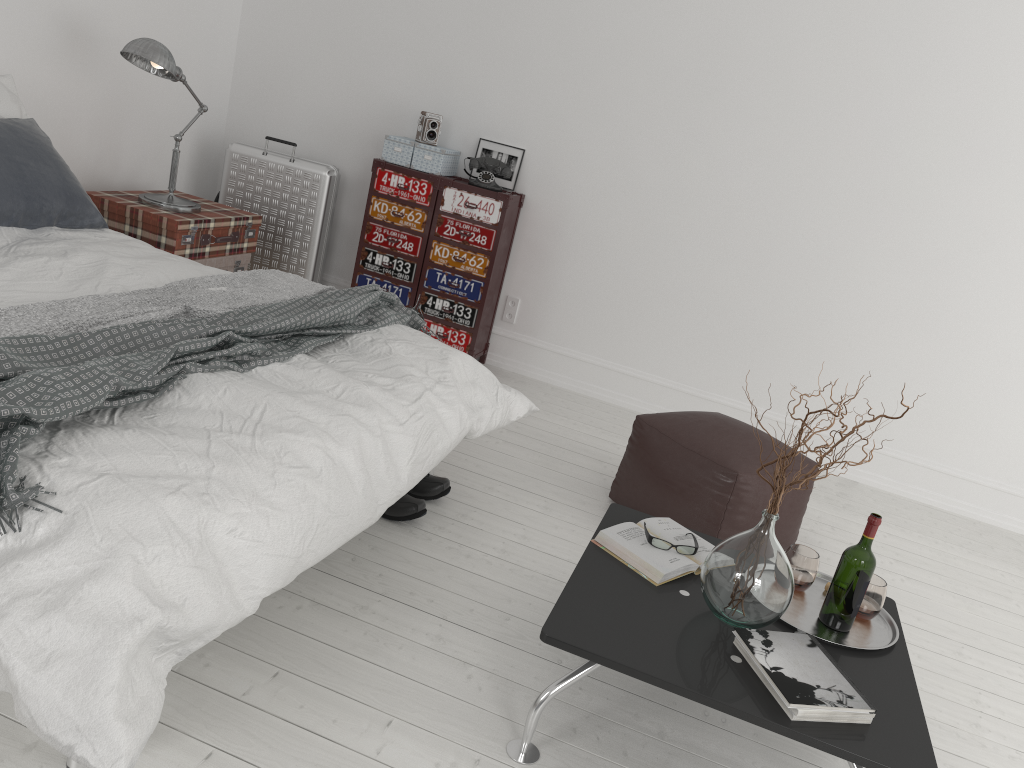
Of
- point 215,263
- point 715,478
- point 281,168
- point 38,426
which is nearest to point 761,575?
point 715,478

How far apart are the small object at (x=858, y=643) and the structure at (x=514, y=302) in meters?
2.6

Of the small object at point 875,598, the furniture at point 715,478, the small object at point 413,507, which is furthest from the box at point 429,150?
the small object at point 875,598

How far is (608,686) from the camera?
2.3 meters

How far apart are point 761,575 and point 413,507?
1.2m

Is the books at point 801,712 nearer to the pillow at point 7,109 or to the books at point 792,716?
the books at point 792,716

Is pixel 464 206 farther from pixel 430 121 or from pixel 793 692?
pixel 793 692

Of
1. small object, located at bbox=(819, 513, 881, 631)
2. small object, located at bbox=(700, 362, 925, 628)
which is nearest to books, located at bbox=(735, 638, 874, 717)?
small object, located at bbox=(700, 362, 925, 628)

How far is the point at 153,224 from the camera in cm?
382

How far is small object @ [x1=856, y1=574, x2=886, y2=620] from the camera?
2.22m
